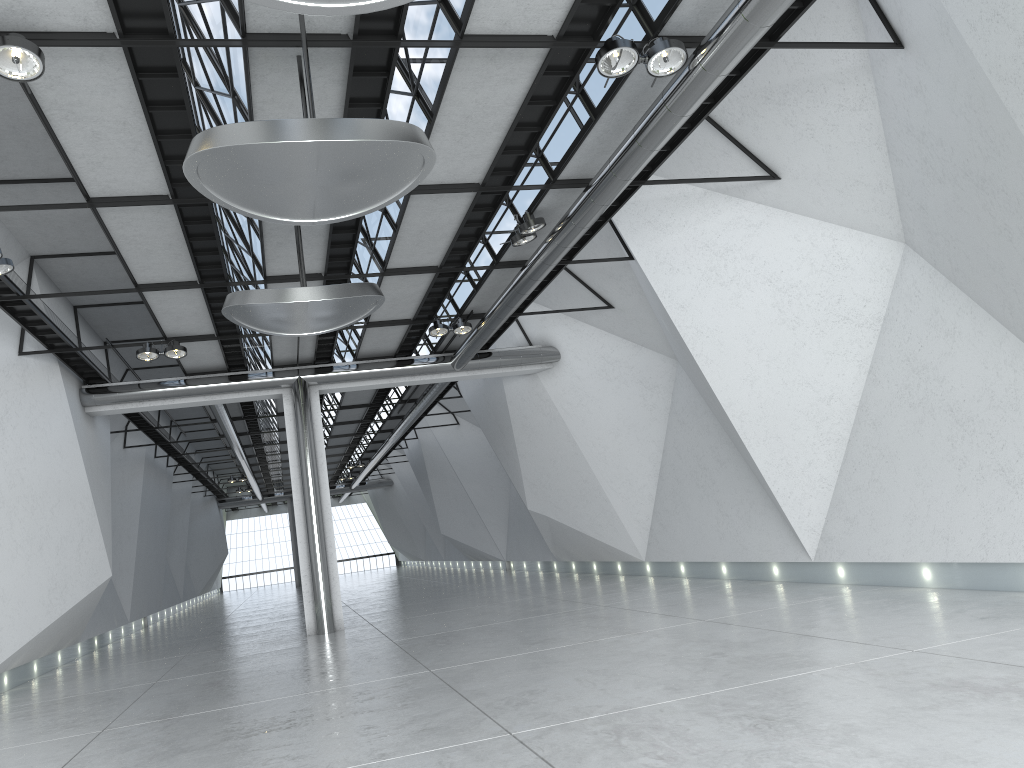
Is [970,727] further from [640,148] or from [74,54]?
[74,54]
